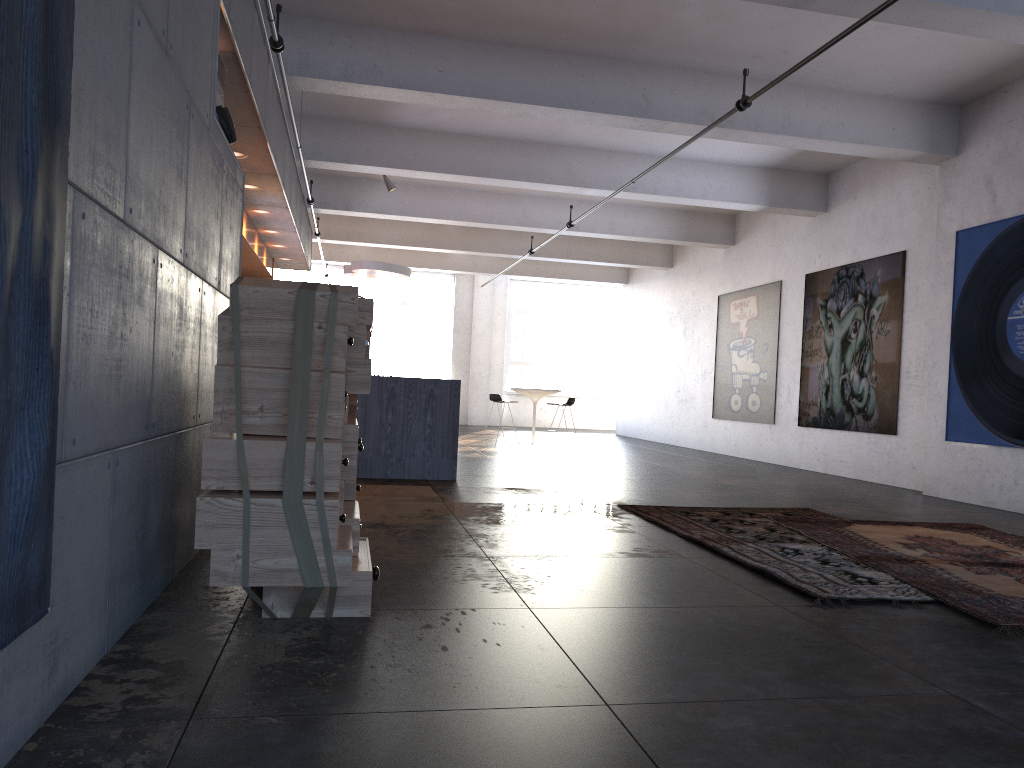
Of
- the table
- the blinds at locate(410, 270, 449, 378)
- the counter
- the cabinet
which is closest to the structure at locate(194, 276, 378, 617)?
the counter

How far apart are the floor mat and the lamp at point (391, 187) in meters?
8.3

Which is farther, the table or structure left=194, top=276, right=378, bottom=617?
the table

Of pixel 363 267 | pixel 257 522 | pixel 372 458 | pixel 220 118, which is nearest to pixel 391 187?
pixel 363 267

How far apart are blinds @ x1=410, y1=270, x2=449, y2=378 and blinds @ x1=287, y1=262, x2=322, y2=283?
2.4 meters

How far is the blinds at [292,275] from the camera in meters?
21.6

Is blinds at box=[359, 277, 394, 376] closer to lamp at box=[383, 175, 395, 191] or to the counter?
lamp at box=[383, 175, 395, 191]

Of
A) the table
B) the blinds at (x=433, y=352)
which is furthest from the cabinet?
the blinds at (x=433, y=352)

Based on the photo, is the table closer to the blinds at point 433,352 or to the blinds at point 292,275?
the blinds at point 433,352

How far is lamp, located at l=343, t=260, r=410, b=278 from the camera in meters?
13.7 m
